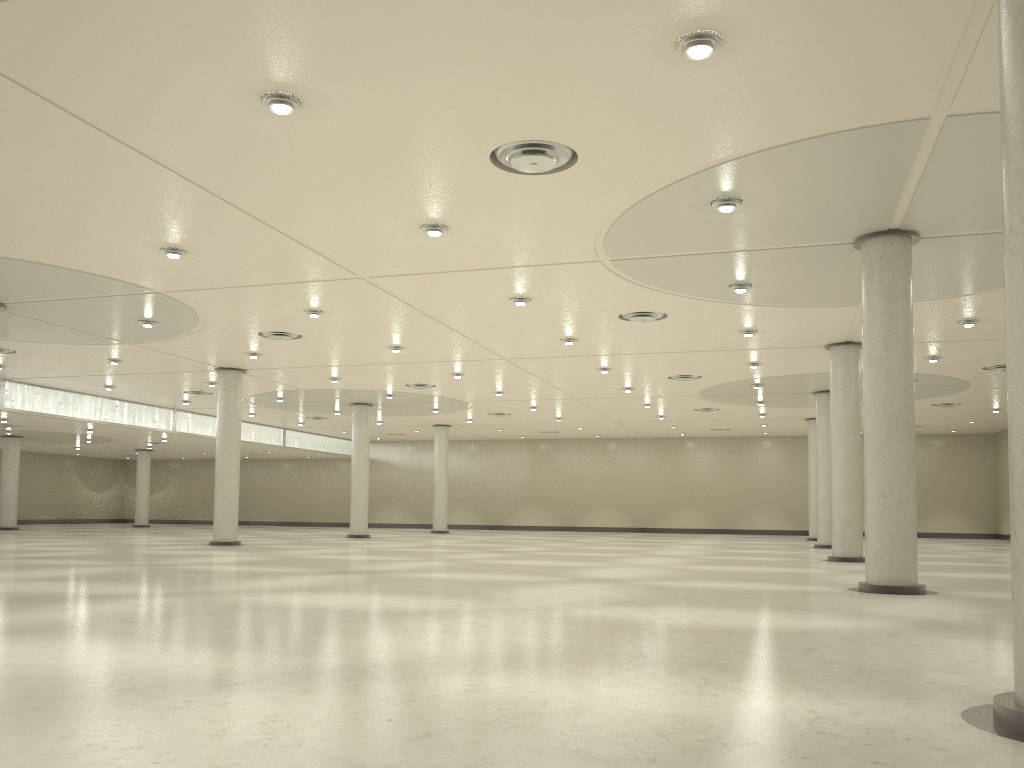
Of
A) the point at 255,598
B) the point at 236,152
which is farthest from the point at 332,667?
the point at 236,152
